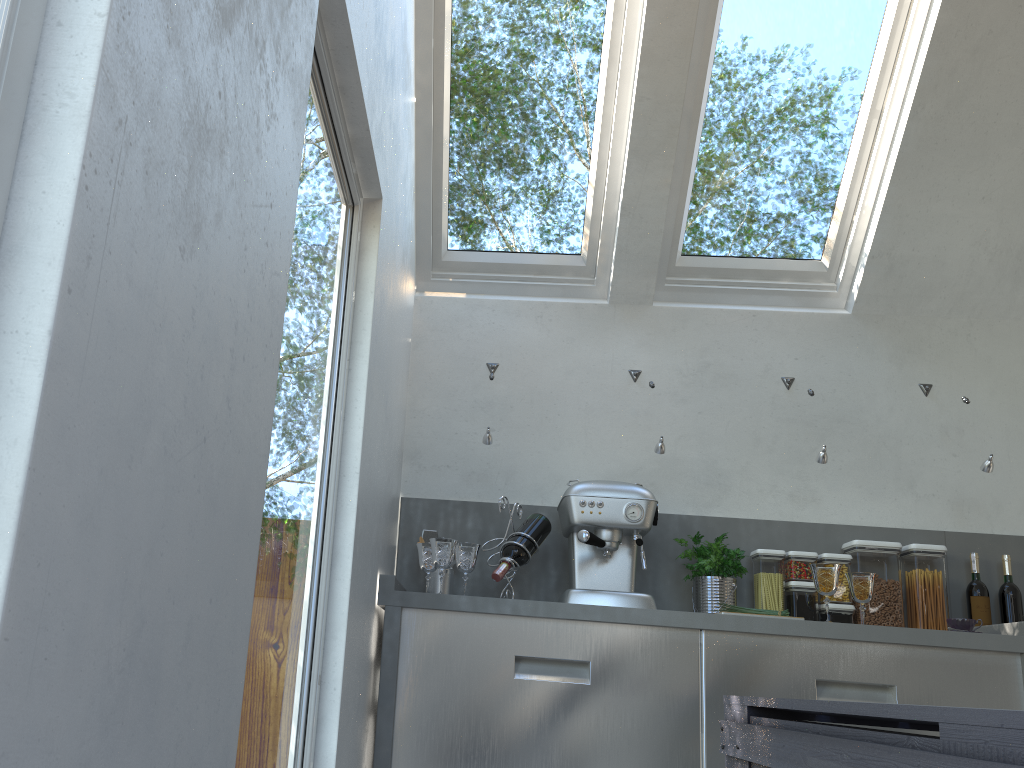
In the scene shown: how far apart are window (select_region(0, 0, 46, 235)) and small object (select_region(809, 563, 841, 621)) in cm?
276

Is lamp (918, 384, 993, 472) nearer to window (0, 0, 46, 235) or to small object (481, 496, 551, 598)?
small object (481, 496, 551, 598)

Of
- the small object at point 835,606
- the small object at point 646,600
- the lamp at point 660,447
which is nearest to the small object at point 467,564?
the small object at point 646,600

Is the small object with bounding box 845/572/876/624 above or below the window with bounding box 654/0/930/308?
below

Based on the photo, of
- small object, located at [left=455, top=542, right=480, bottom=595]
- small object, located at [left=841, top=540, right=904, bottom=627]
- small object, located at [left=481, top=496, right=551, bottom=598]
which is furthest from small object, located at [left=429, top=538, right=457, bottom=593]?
small object, located at [left=841, top=540, right=904, bottom=627]

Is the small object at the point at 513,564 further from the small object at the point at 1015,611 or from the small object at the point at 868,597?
the small object at the point at 1015,611

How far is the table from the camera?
0.7m

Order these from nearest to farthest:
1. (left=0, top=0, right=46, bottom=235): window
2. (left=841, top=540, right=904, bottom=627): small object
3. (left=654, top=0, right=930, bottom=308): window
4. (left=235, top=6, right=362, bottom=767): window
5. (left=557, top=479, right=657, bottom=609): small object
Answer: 1. (left=0, top=0, right=46, bottom=235): window
2. (left=235, top=6, right=362, bottom=767): window
3. (left=557, top=479, right=657, bottom=609): small object
4. (left=841, top=540, right=904, bottom=627): small object
5. (left=654, top=0, right=930, bottom=308): window

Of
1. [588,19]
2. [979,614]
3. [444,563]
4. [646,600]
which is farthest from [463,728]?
[588,19]

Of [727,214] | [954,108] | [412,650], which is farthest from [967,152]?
[412,650]
